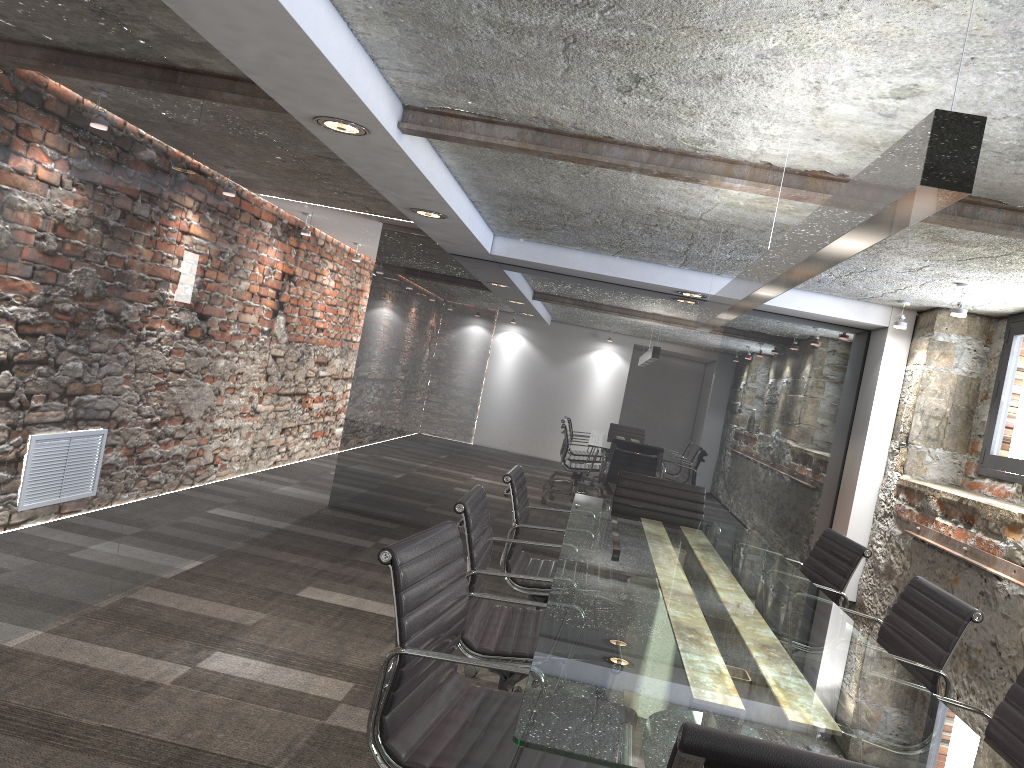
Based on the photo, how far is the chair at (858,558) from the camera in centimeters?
349cm

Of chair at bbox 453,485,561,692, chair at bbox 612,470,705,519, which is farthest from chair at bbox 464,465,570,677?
chair at bbox 612,470,705,519

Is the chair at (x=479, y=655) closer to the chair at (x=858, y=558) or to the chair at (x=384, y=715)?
the chair at (x=384, y=715)

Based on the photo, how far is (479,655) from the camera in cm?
264

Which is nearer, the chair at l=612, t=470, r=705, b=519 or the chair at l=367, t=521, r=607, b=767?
the chair at l=367, t=521, r=607, b=767

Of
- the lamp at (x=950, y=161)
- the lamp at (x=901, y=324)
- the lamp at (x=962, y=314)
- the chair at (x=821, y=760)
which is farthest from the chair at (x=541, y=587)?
A: the lamp at (x=901, y=324)

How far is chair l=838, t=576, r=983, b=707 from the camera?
2.54m

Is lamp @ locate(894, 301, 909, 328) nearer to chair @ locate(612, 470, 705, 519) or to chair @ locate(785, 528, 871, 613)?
chair @ locate(612, 470, 705, 519)

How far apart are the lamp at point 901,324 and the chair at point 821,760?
4.9m

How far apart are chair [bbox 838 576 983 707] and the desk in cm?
12
